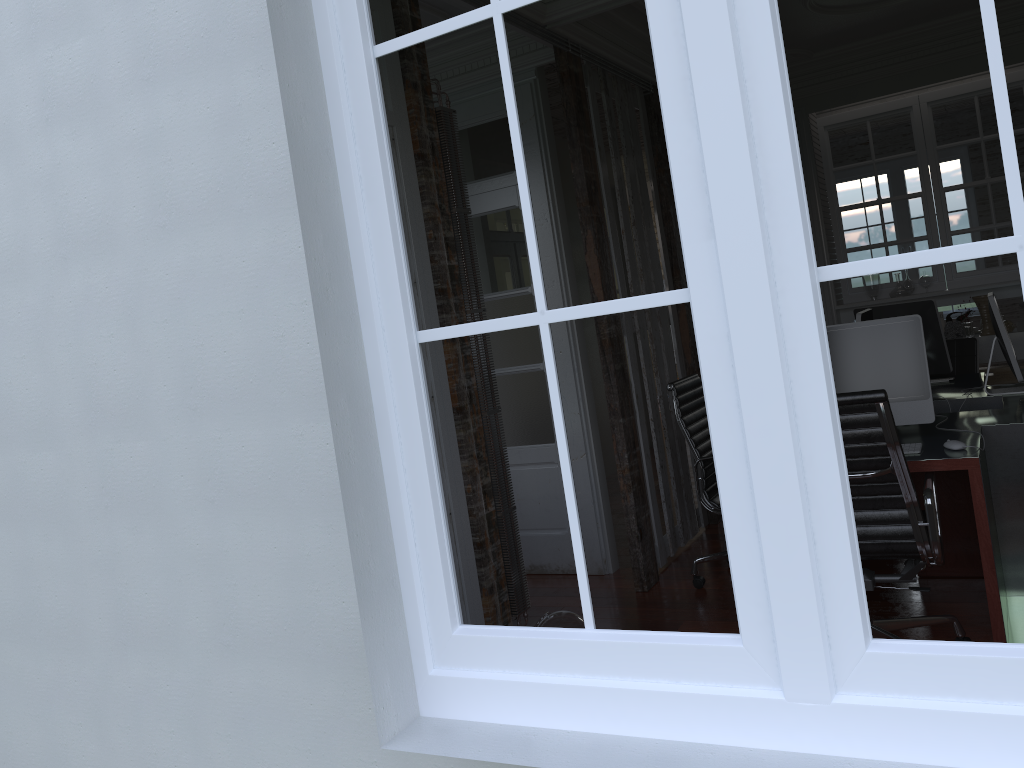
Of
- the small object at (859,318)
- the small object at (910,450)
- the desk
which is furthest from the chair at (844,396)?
the small object at (859,318)

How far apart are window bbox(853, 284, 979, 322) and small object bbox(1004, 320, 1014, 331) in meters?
3.9 m

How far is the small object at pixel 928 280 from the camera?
6.49m

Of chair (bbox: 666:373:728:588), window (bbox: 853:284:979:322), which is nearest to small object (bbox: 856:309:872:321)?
chair (bbox: 666:373:728:588)

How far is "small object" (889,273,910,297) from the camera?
6.4m

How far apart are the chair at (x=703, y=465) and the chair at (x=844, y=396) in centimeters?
104cm

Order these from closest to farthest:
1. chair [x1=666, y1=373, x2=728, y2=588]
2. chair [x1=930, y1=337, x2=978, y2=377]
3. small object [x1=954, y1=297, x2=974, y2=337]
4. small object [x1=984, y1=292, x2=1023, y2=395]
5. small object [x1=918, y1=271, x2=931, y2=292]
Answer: small object [x1=984, y1=292, x2=1023, y2=395] < chair [x1=666, y1=373, x2=728, y2=588] < chair [x1=930, y1=337, x2=978, y2=377] < small object [x1=954, y1=297, x2=974, y2=337] < small object [x1=918, y1=271, x2=931, y2=292]

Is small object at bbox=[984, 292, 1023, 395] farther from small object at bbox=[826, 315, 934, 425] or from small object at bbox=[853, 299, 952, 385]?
small object at bbox=[826, 315, 934, 425]

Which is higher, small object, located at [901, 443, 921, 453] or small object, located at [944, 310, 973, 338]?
small object, located at [944, 310, 973, 338]

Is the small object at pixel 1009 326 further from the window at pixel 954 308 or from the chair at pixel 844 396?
the window at pixel 954 308
